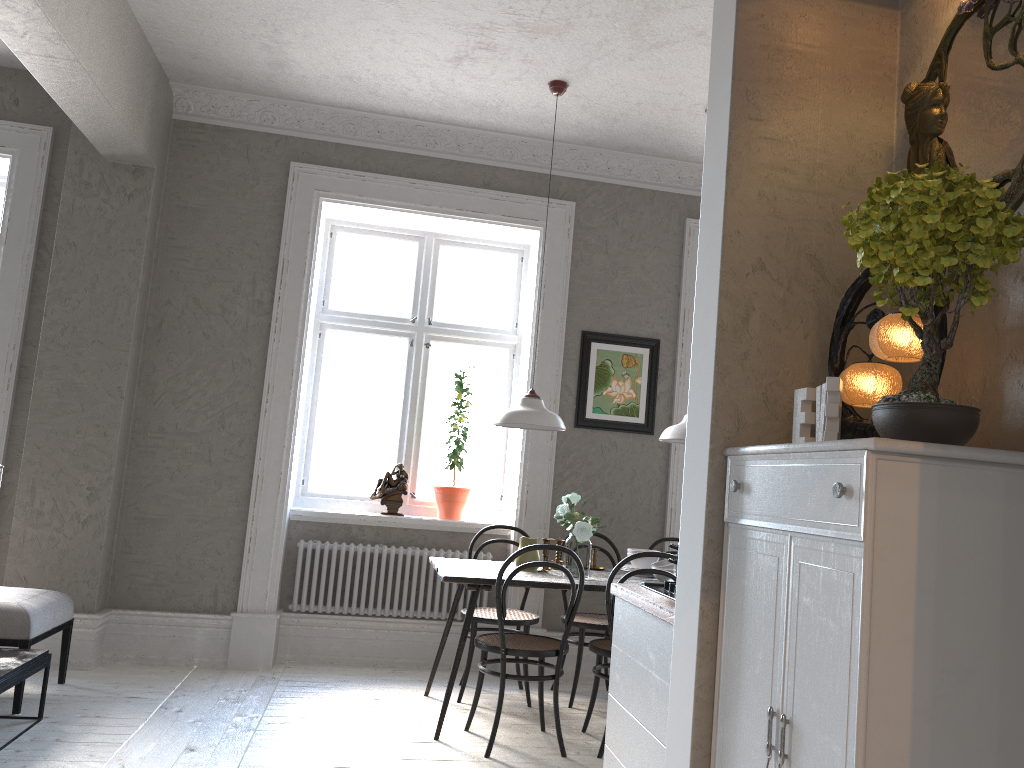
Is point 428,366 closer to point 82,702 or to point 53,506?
point 53,506

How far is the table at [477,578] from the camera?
4.03m

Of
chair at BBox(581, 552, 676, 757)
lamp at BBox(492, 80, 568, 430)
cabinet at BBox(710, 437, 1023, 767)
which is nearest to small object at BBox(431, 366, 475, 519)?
lamp at BBox(492, 80, 568, 430)

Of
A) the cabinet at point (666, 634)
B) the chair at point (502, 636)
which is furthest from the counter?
the chair at point (502, 636)

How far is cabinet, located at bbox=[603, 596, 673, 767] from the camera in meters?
2.4

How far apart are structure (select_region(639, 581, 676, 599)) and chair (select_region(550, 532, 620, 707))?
1.91m

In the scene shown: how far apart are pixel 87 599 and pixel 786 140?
4.3 meters

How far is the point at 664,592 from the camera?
2.8m

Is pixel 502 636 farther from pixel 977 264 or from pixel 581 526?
pixel 977 264

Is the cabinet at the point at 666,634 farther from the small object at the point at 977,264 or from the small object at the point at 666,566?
the small object at the point at 666,566
